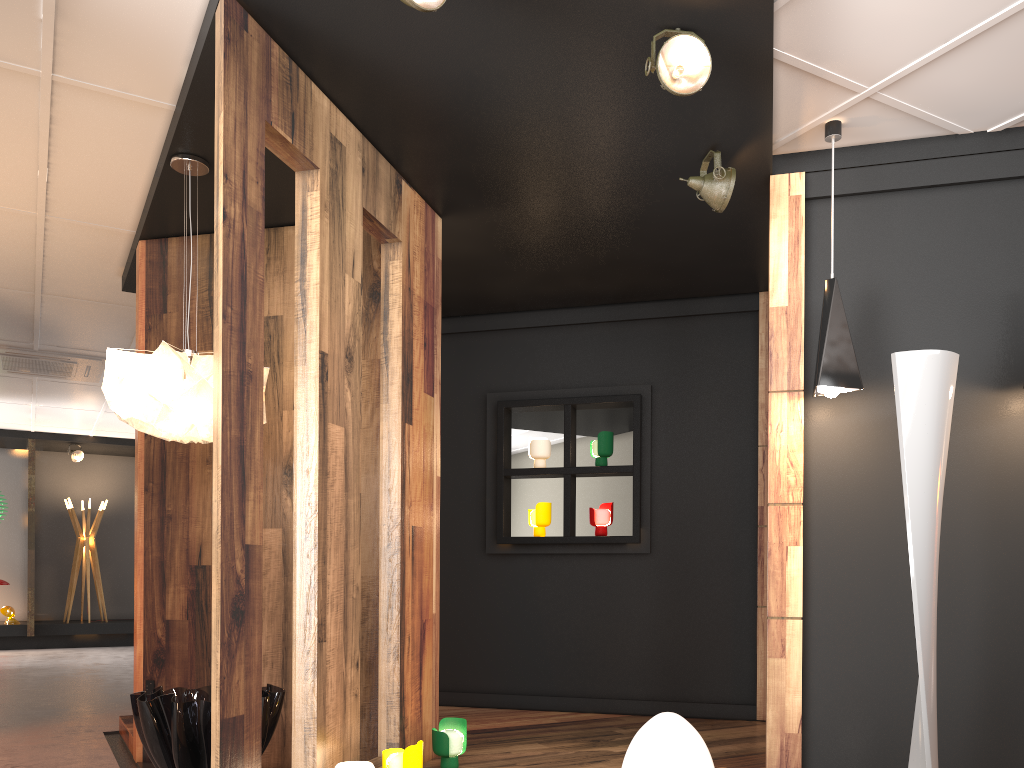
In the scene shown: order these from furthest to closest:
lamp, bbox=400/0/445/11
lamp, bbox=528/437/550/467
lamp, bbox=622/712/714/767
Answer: lamp, bbox=528/437/550/467 → lamp, bbox=400/0/445/11 → lamp, bbox=622/712/714/767

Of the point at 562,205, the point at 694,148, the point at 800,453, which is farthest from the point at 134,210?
the point at 800,453

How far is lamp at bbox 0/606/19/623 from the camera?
11.65m

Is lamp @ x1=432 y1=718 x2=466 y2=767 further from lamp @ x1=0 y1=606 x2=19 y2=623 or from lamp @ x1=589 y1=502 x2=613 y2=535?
lamp @ x1=0 y1=606 x2=19 y2=623

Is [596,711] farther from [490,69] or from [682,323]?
[490,69]

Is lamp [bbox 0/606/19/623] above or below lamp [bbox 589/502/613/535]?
below

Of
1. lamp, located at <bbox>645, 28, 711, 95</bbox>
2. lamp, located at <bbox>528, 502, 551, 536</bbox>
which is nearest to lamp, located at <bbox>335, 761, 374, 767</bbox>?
lamp, located at <bbox>645, 28, 711, 95</bbox>

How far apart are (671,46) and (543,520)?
3.5m

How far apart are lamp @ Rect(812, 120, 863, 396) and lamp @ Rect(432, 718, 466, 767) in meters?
2.2

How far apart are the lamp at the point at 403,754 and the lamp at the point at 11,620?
10.4m
